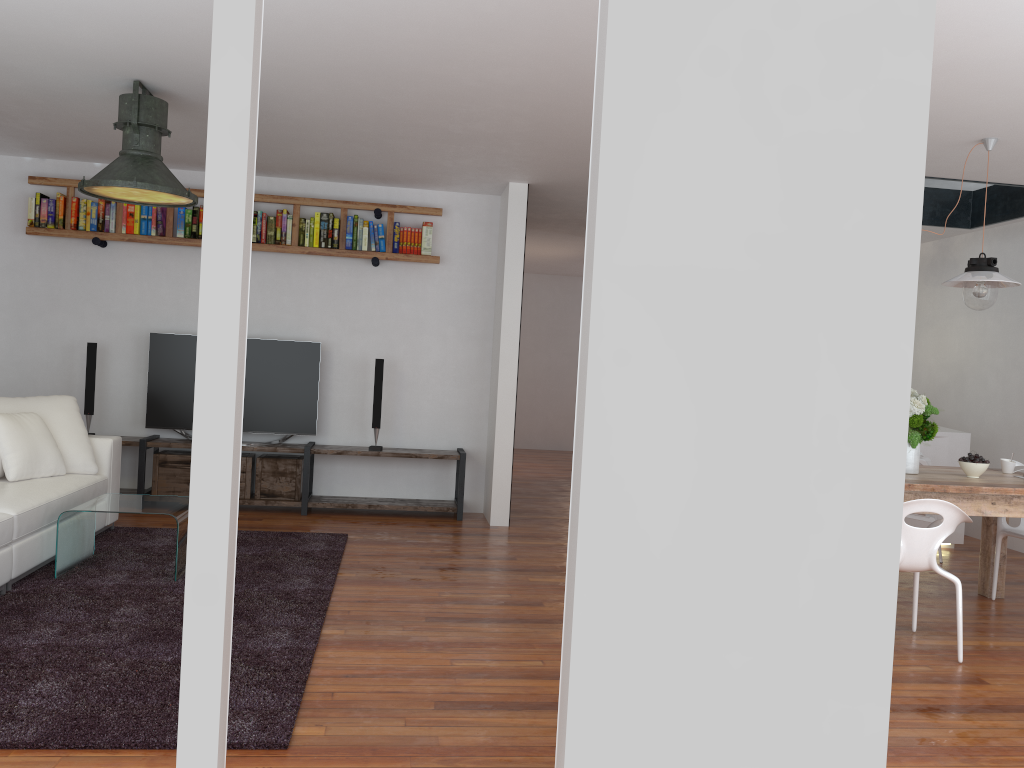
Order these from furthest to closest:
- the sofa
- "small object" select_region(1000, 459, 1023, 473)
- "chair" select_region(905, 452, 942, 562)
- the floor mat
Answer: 1. "chair" select_region(905, 452, 942, 562)
2. "small object" select_region(1000, 459, 1023, 473)
3. the sofa
4. the floor mat

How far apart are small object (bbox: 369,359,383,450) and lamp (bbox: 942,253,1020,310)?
3.83m

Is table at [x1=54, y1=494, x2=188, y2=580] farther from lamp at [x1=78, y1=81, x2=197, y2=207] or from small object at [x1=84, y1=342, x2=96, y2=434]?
small object at [x1=84, y1=342, x2=96, y2=434]

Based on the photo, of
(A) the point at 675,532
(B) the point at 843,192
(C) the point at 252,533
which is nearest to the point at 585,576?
(A) the point at 675,532

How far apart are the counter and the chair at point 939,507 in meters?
2.4

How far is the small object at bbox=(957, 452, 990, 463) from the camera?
4.5m

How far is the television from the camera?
6.5m

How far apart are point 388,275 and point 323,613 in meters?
3.5 m

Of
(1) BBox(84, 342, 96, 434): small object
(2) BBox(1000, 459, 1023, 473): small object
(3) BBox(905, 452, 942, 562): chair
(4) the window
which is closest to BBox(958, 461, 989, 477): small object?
(2) BBox(1000, 459, 1023, 473): small object

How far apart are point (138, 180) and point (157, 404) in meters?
2.5
